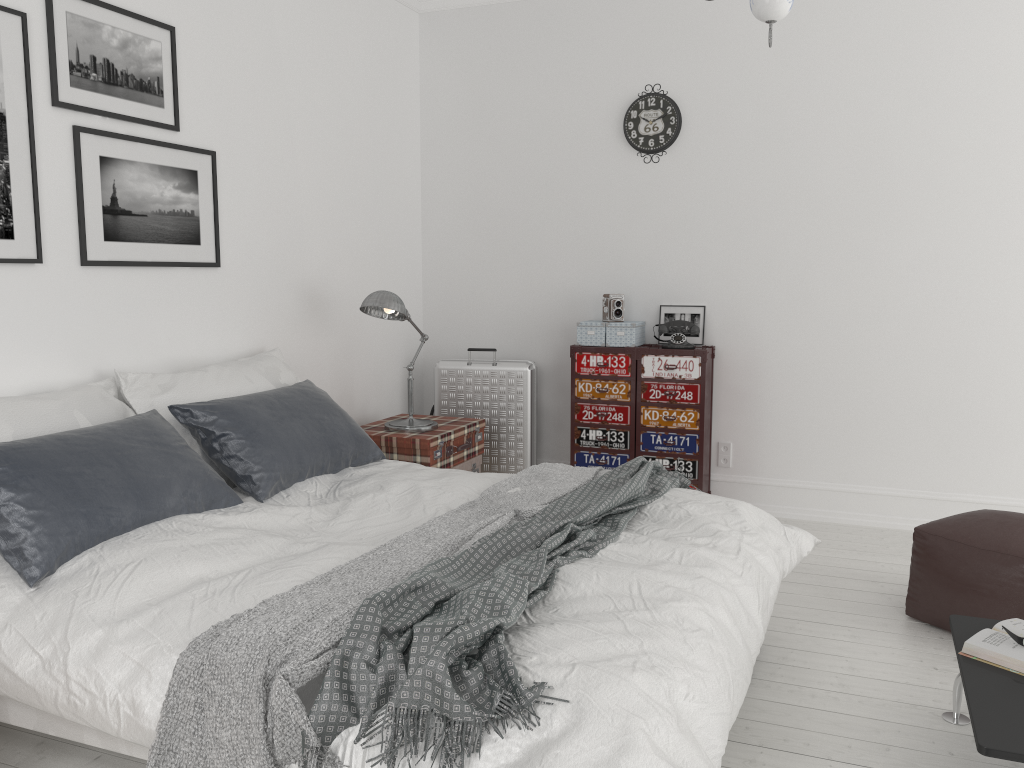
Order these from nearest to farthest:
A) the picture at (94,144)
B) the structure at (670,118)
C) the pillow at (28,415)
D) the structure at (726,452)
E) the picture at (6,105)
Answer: the pillow at (28,415)
the picture at (6,105)
the picture at (94,144)
the structure at (670,118)
the structure at (726,452)

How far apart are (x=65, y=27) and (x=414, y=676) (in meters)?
2.61

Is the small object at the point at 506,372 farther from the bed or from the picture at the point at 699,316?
the bed

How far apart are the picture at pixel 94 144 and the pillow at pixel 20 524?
0.6 meters

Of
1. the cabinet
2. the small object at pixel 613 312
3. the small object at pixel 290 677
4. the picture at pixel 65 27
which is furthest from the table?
the picture at pixel 65 27

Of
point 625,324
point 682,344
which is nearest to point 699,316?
point 682,344

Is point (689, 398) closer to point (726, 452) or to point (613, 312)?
point (726, 452)

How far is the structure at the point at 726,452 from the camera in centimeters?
495cm

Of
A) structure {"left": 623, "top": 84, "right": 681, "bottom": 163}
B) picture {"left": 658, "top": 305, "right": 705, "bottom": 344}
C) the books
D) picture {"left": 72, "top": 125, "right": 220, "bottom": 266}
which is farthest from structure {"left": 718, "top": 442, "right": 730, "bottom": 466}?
picture {"left": 72, "top": 125, "right": 220, "bottom": 266}

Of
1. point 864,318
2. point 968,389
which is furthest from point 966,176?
point 968,389
